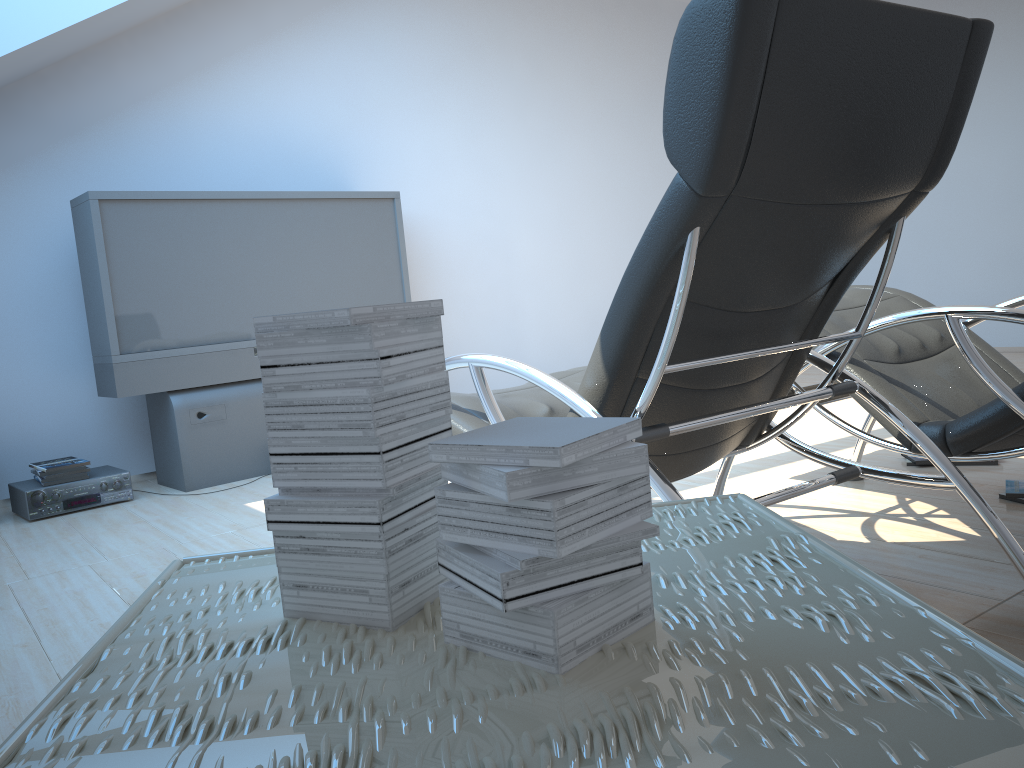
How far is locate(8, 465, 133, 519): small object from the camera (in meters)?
3.93

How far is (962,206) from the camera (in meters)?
6.87

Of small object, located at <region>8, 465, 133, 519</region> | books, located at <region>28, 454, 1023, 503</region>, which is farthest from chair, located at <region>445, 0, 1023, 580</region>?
small object, located at <region>8, 465, 133, 519</region>

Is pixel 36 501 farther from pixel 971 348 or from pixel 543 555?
pixel 543 555

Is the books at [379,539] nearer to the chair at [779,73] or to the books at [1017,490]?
the chair at [779,73]

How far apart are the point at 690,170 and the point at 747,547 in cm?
75

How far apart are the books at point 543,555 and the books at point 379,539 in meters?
0.1

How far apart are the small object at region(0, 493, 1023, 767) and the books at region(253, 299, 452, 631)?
0.0m

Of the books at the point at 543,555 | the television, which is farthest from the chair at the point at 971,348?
the television

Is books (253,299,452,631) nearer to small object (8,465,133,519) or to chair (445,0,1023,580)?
chair (445,0,1023,580)
